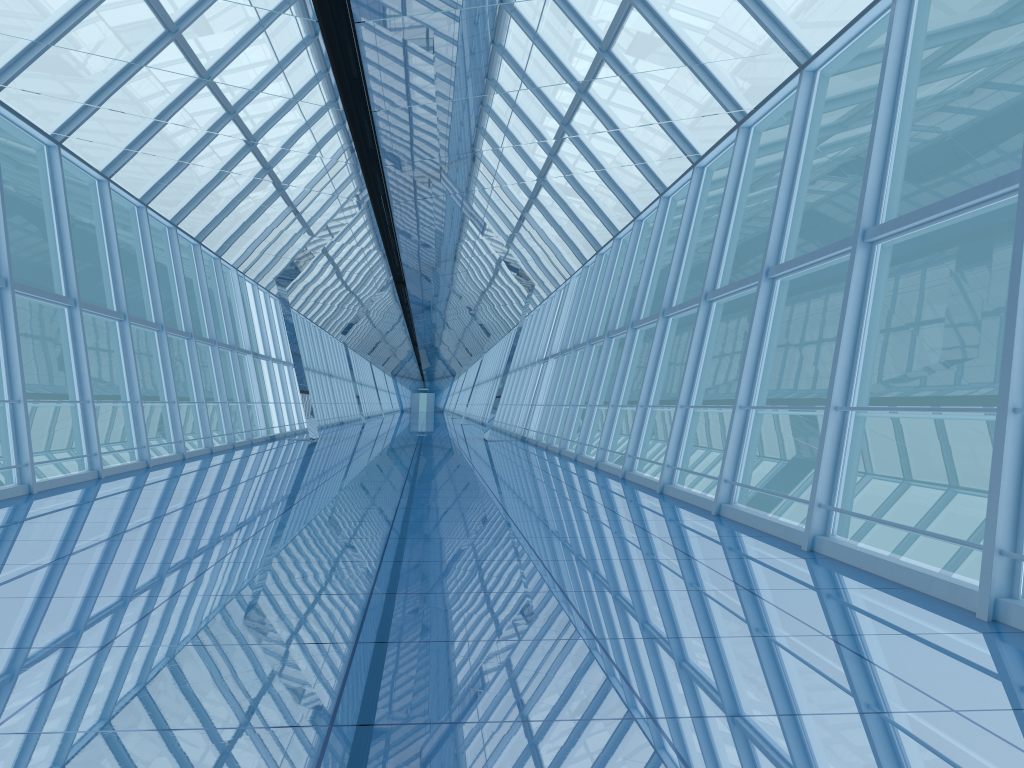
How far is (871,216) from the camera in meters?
6.6

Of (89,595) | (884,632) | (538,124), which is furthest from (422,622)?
(538,124)

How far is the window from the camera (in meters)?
6.62

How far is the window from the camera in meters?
6.6
